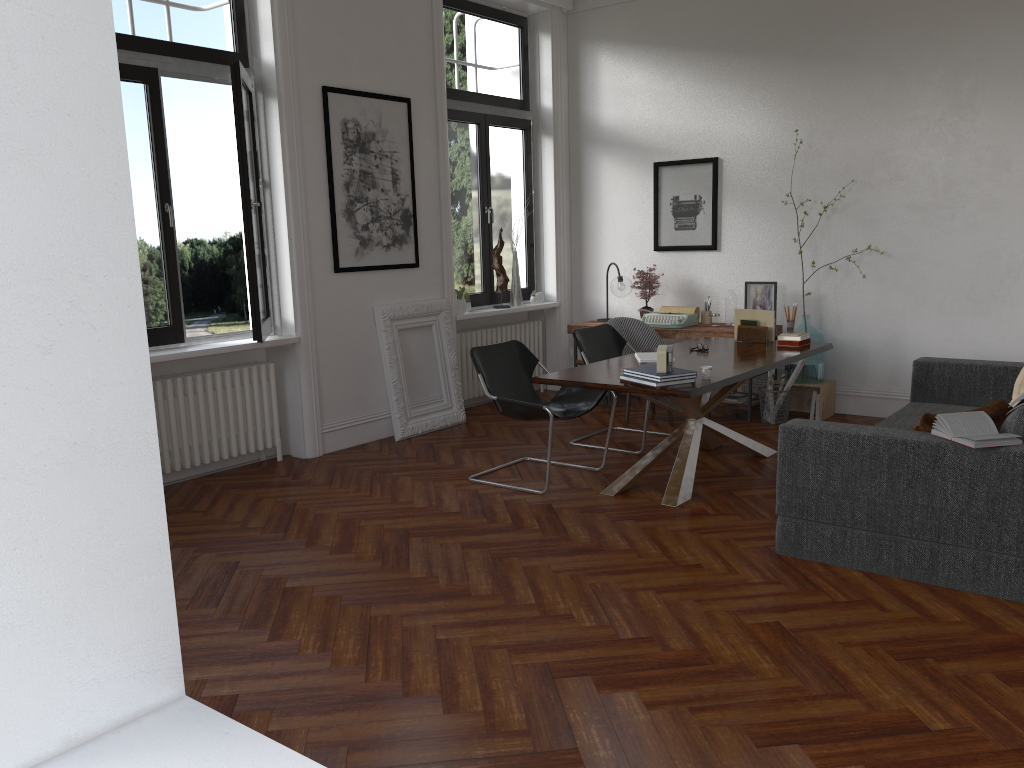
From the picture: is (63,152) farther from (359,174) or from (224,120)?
(224,120)

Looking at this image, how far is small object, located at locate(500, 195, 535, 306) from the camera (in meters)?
8.44

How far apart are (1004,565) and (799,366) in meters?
3.5 m

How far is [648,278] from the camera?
8.2m

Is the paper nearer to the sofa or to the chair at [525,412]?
the sofa

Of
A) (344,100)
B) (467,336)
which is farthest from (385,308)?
(344,100)

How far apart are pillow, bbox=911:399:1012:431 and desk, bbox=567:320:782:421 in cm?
324

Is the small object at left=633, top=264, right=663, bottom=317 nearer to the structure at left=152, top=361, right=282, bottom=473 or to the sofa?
the sofa

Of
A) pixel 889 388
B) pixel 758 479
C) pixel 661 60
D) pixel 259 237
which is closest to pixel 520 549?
pixel 758 479

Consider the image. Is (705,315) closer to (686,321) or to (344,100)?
(686,321)
